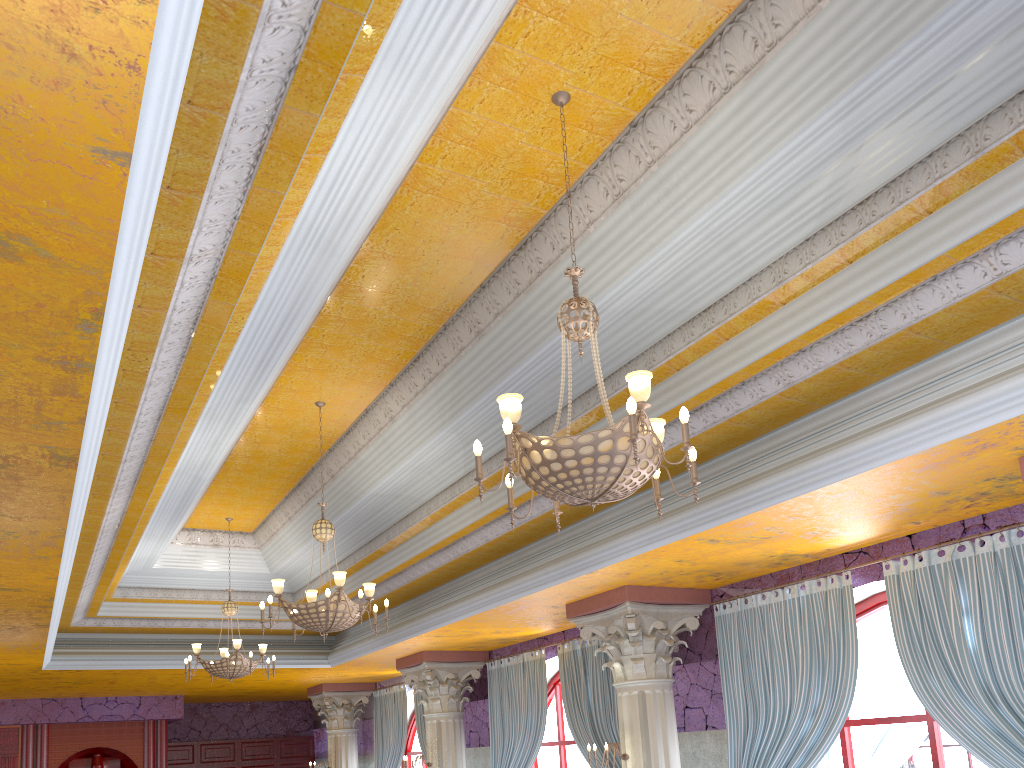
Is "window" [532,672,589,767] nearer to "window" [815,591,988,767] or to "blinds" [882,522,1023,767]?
"window" [815,591,988,767]

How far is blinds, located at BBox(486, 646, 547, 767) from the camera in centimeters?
1064cm

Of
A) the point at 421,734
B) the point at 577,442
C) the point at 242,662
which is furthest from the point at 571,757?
the point at 577,442

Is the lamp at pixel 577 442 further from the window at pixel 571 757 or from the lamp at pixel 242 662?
the window at pixel 571 757

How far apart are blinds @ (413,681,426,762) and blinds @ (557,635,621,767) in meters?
4.4 m

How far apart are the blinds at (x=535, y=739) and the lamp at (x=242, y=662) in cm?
310

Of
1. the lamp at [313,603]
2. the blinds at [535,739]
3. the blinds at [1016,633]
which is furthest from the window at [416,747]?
the blinds at [1016,633]

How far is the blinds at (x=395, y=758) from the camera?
14.4 meters

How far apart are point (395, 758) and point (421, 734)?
1.2 meters

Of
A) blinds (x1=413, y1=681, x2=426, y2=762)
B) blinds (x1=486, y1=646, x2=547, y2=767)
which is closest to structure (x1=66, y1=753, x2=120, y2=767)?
blinds (x1=413, y1=681, x2=426, y2=762)
